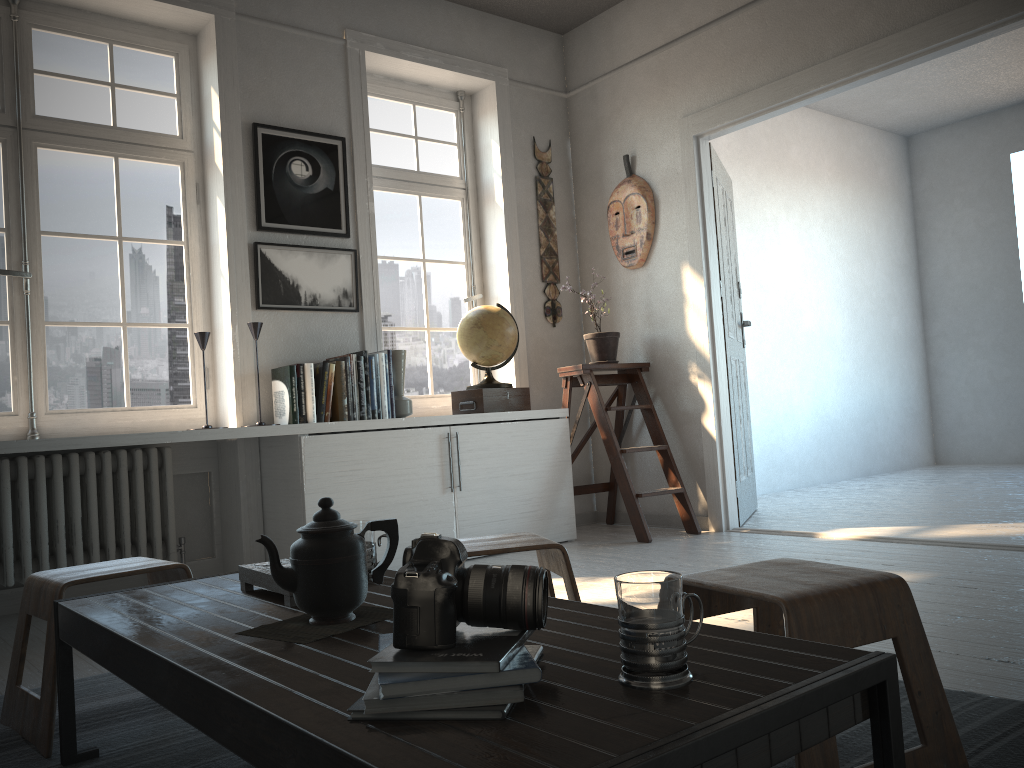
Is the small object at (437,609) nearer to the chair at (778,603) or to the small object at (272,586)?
the chair at (778,603)

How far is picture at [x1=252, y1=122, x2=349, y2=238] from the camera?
4.0 meters

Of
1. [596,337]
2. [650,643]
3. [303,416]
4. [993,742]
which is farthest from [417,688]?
[596,337]

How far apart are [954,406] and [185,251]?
6.4 meters

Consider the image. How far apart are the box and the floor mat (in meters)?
2.23

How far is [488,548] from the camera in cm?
195

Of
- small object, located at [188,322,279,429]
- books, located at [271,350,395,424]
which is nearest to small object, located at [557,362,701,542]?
books, located at [271,350,395,424]

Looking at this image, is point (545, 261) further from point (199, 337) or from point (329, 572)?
point (329, 572)

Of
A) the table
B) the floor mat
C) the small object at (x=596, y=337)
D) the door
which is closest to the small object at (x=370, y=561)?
the table

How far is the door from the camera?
4.7m
